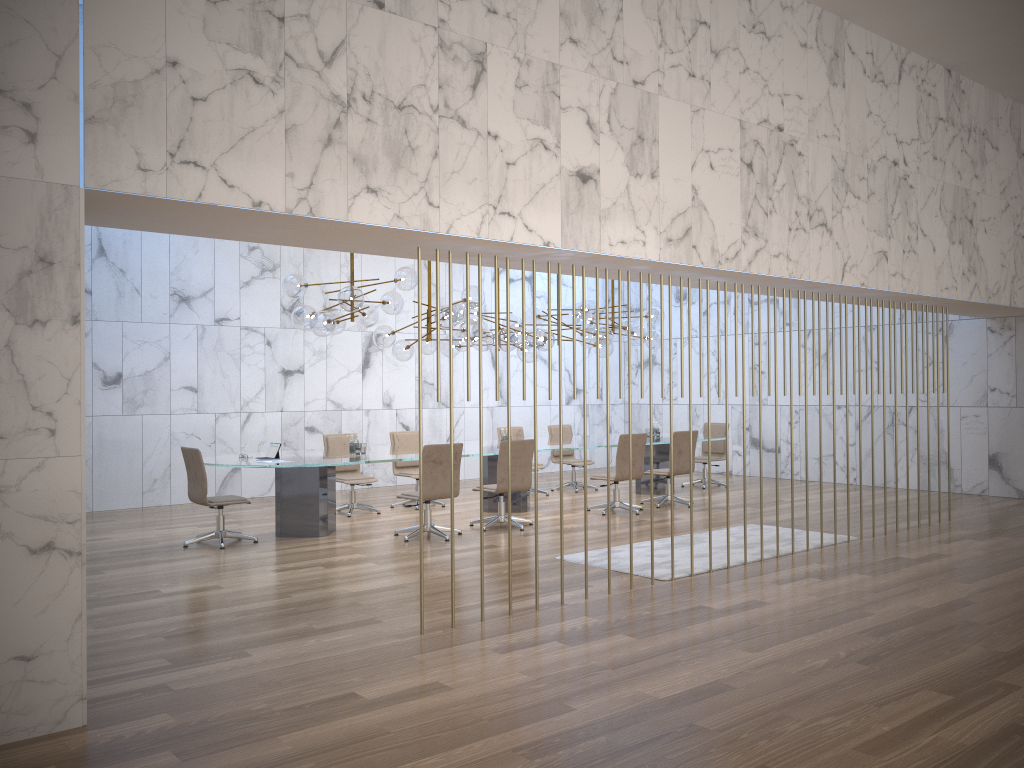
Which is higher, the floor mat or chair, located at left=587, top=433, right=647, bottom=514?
chair, located at left=587, top=433, right=647, bottom=514

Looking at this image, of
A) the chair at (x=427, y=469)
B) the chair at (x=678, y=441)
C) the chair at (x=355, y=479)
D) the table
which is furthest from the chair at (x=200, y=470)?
the chair at (x=678, y=441)

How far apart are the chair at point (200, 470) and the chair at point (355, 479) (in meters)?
2.06

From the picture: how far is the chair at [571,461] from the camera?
13.4m

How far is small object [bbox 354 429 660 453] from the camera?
10.0m

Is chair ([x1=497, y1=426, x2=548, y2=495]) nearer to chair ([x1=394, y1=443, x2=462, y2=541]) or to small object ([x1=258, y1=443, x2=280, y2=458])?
chair ([x1=394, y1=443, x2=462, y2=541])

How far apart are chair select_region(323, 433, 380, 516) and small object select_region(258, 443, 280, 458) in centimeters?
161cm

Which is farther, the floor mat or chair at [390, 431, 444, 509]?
chair at [390, 431, 444, 509]

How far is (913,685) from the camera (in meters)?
4.56

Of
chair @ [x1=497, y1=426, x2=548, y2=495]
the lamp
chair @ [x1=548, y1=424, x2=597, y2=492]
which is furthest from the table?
the lamp
